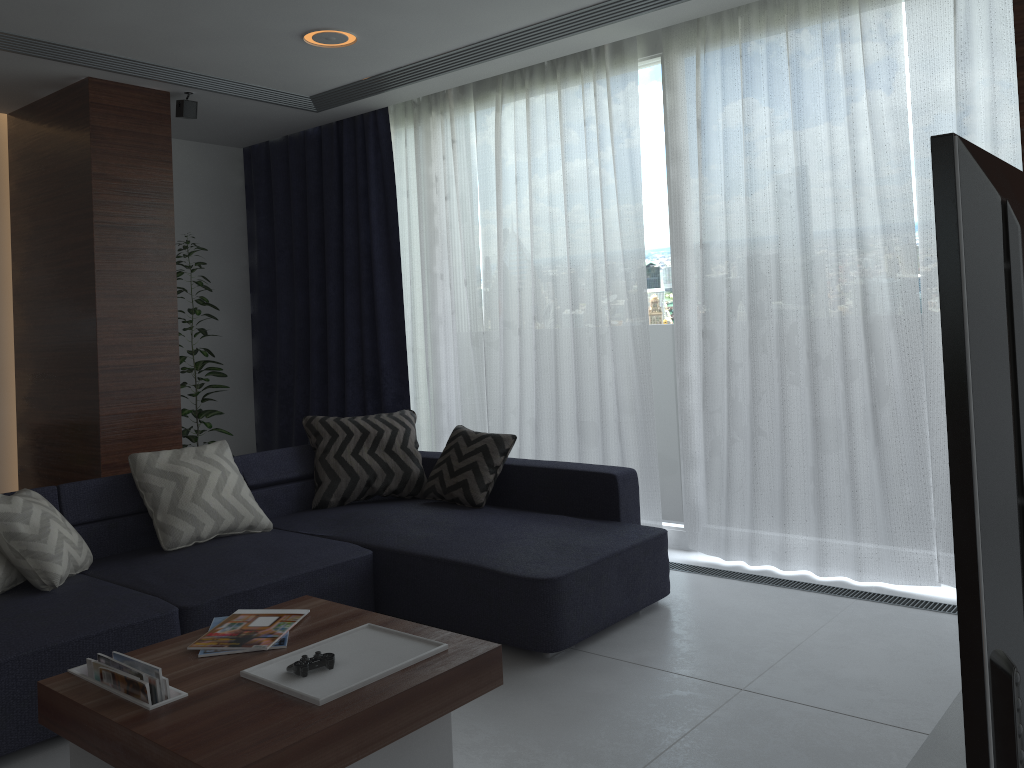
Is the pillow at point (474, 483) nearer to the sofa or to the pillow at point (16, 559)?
the sofa

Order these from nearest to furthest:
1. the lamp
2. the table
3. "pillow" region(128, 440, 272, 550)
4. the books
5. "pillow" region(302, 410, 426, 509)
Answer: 1. the table
2. the books
3. "pillow" region(128, 440, 272, 550)
4. the lamp
5. "pillow" region(302, 410, 426, 509)

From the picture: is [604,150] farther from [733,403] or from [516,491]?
[516,491]

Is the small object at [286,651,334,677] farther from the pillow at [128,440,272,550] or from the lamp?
the lamp

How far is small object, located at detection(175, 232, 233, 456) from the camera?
5.47m

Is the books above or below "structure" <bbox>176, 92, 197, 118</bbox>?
below

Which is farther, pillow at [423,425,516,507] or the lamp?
pillow at [423,425,516,507]

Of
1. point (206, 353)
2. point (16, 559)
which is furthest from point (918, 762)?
point (206, 353)

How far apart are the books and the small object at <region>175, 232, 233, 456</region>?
3.04m

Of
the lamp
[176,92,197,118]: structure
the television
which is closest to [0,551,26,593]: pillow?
the lamp
